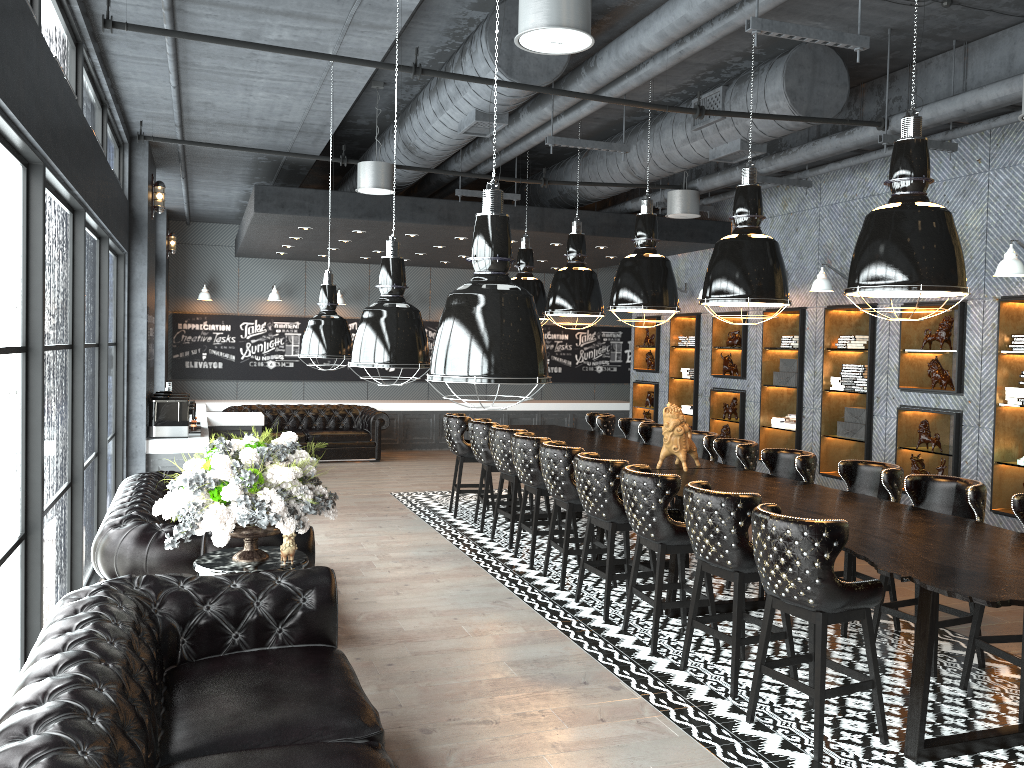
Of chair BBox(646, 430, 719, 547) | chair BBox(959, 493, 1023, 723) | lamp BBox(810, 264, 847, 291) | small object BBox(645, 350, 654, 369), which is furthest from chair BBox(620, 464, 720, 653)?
small object BBox(645, 350, 654, 369)

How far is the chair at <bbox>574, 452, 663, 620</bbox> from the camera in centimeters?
601cm

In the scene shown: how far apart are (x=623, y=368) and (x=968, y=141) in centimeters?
1006cm

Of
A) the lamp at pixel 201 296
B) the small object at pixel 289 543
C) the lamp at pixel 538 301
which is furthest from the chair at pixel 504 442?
the lamp at pixel 201 296

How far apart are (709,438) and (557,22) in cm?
471

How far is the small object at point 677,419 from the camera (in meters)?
6.80

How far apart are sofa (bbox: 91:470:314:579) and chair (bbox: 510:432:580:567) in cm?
264

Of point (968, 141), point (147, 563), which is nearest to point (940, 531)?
point (147, 563)

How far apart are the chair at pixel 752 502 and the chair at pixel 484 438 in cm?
387

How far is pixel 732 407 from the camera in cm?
1135
